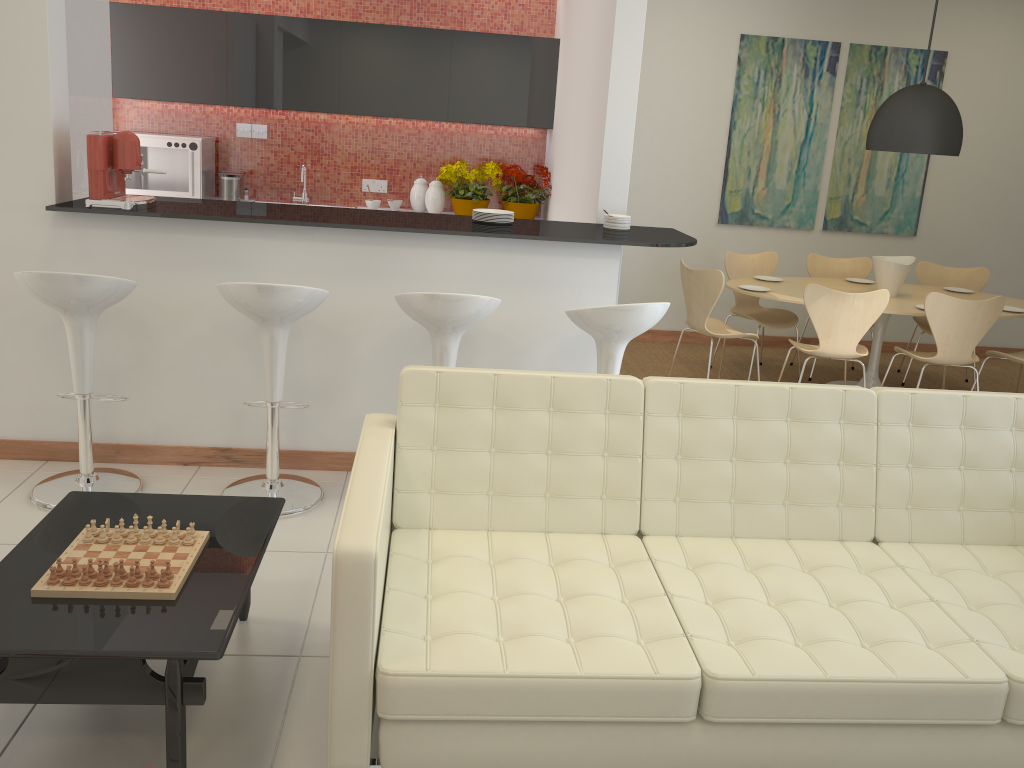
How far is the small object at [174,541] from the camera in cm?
259

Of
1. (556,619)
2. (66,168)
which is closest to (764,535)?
(556,619)

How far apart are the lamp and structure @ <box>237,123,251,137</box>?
4.51m

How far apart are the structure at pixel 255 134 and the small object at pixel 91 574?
5.1m

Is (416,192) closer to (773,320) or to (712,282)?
(712,282)

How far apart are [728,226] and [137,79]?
4.7m

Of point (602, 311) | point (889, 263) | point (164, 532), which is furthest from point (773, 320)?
point (164, 532)

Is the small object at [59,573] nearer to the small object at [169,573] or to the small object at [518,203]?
the small object at [169,573]

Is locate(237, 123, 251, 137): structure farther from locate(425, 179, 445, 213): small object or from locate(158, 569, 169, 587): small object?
locate(158, 569, 169, 587): small object

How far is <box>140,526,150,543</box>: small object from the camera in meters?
2.6
